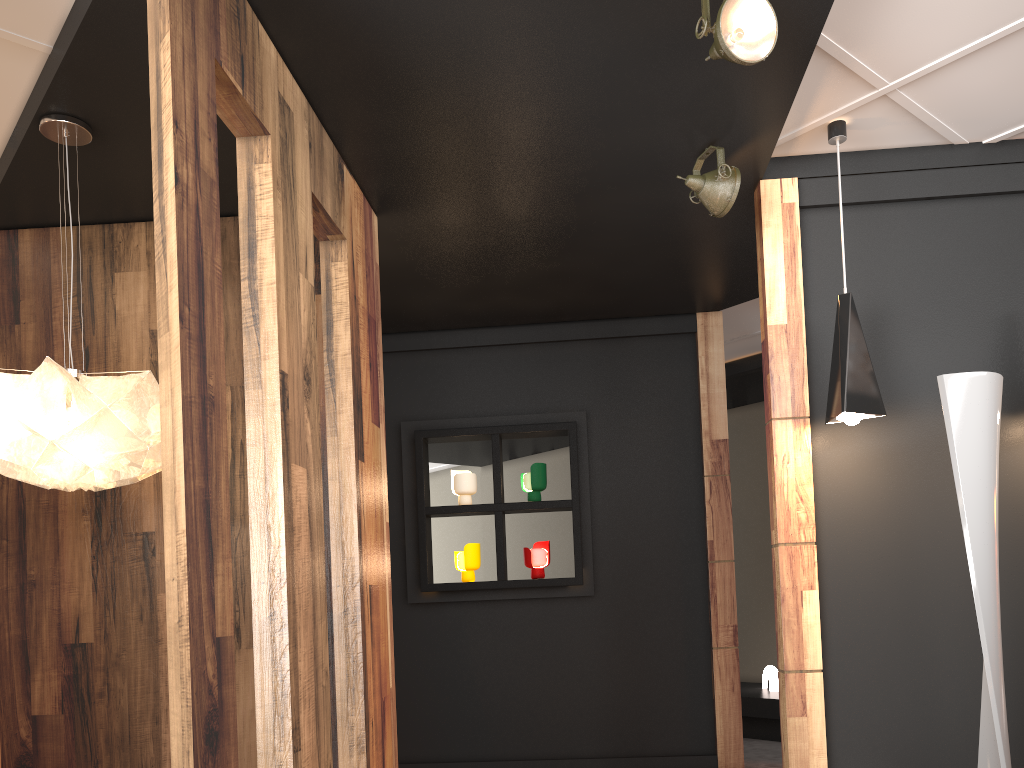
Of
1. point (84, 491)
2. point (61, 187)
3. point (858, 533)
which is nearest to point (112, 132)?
point (61, 187)

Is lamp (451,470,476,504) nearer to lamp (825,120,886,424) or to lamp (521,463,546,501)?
lamp (521,463,546,501)

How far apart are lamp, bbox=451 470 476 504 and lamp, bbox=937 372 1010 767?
3.0 meters

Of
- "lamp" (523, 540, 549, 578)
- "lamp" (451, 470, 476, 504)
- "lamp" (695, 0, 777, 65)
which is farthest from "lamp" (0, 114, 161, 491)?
"lamp" (523, 540, 549, 578)

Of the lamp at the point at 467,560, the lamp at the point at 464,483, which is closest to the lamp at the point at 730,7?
the lamp at the point at 464,483

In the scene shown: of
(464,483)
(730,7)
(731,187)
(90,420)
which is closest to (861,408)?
(731,187)

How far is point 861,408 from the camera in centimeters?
333cm

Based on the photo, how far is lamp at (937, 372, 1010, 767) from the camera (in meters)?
2.82

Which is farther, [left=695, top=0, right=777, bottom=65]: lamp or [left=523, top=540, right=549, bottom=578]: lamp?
[left=523, top=540, right=549, bottom=578]: lamp

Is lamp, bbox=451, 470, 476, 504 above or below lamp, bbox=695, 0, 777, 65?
below
